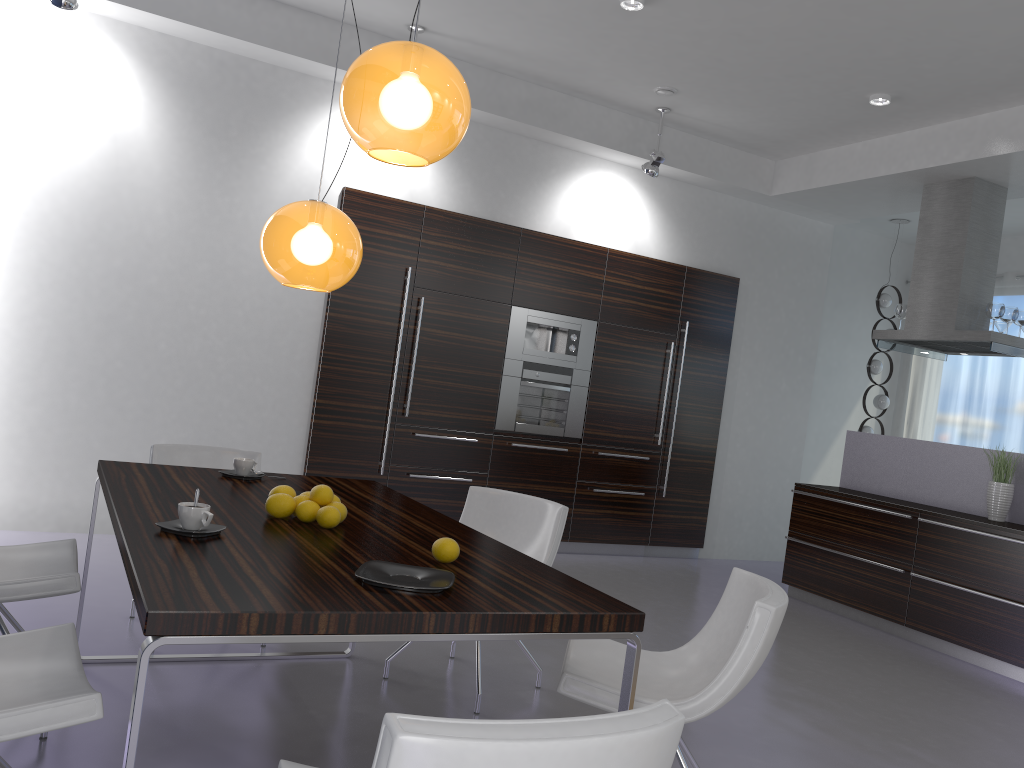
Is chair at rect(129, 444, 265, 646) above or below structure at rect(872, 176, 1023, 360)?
below

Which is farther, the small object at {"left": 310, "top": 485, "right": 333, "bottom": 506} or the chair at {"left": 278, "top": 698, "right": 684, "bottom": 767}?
the small object at {"left": 310, "top": 485, "right": 333, "bottom": 506}

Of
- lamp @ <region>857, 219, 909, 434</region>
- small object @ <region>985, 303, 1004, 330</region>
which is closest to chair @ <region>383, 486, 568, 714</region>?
small object @ <region>985, 303, 1004, 330</region>

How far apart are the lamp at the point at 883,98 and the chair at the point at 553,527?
3.8m

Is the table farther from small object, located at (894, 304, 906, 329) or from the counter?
small object, located at (894, 304, 906, 329)

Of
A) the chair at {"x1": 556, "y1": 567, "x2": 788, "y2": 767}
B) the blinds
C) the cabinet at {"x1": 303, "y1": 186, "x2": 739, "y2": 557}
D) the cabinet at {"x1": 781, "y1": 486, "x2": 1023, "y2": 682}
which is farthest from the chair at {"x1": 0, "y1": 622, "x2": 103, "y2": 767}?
the blinds

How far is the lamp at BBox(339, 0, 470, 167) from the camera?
2.3m

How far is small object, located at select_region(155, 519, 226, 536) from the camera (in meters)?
2.28

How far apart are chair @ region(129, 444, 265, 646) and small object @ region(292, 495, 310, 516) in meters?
1.6 m

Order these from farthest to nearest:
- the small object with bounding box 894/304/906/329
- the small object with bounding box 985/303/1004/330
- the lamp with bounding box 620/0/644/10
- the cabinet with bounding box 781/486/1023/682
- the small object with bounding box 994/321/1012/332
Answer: the small object with bounding box 894/304/906/329 → the small object with bounding box 994/321/1012/332 → the small object with bounding box 985/303/1004/330 → the cabinet with bounding box 781/486/1023/682 → the lamp with bounding box 620/0/644/10
